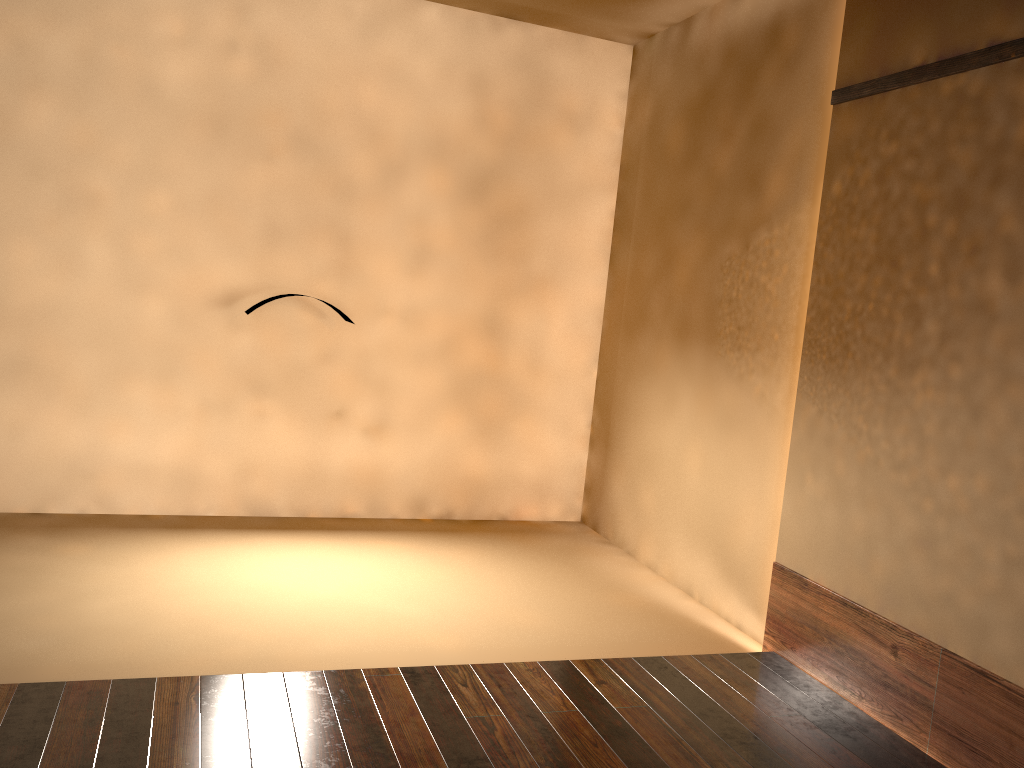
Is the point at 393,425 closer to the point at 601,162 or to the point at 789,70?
the point at 601,162

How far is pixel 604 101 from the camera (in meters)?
4.76
